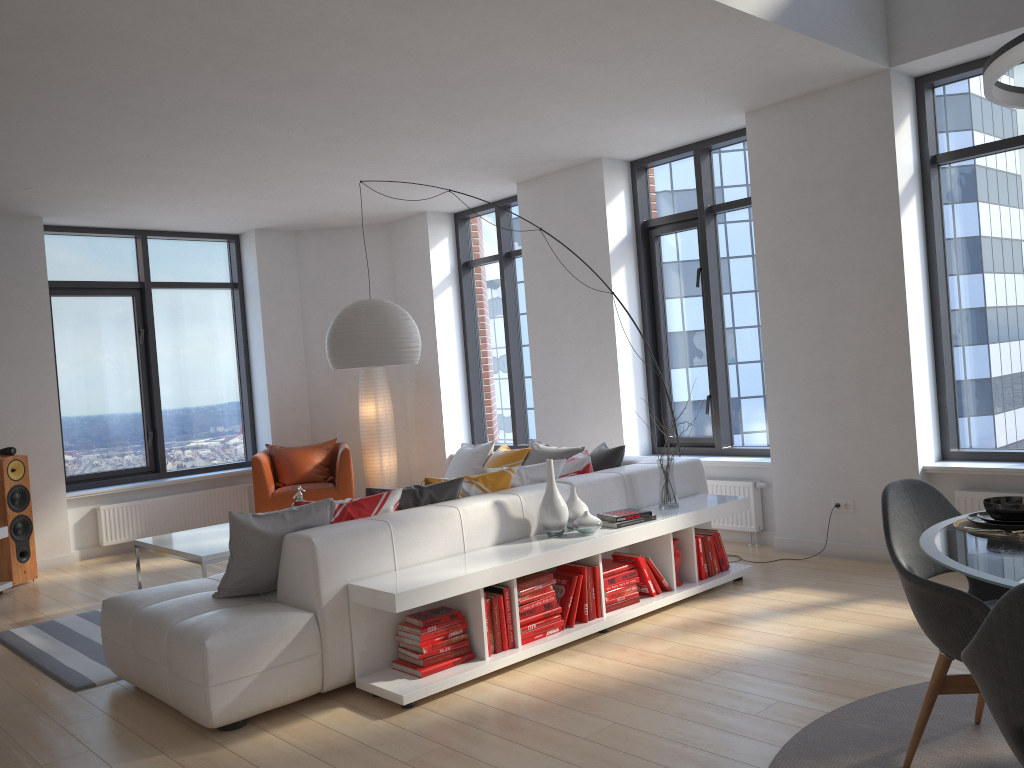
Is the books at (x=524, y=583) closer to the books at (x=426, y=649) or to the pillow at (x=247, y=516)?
the books at (x=426, y=649)

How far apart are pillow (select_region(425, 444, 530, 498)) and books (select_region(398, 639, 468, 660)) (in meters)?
0.99

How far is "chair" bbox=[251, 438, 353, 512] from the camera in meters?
7.9

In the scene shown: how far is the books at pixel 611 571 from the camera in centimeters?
466cm

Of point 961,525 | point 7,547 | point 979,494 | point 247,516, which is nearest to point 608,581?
point 247,516

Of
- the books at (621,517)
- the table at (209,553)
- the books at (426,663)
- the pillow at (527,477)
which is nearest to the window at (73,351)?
the table at (209,553)

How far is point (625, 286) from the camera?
7.13m

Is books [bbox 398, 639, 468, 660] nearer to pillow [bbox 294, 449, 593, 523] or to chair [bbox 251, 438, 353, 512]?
pillow [bbox 294, 449, 593, 523]

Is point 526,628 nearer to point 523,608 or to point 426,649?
point 523,608

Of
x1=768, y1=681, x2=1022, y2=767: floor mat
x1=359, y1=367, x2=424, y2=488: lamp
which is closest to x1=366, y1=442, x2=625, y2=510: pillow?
x1=768, y1=681, x2=1022, y2=767: floor mat
